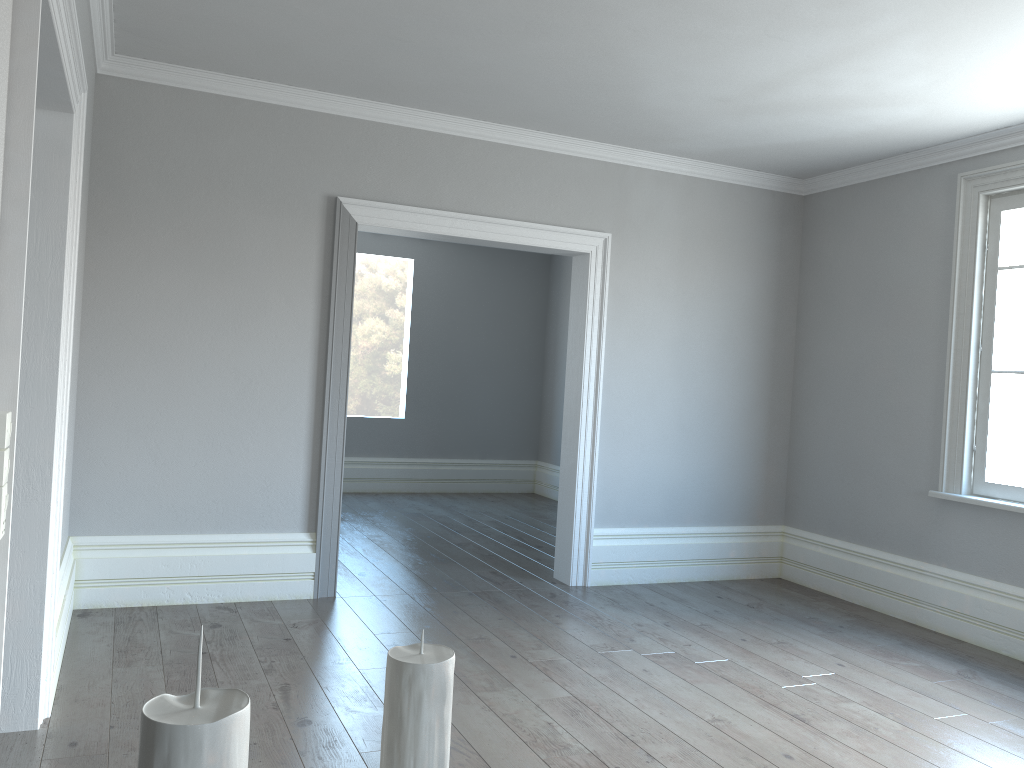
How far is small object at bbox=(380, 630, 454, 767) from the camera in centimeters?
32cm

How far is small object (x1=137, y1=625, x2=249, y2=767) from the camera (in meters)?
0.22

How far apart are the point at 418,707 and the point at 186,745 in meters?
0.1 m

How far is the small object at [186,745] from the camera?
0.2 meters

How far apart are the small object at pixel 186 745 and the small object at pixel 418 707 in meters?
0.1 m

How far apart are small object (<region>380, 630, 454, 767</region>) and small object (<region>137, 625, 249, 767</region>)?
0.1m
